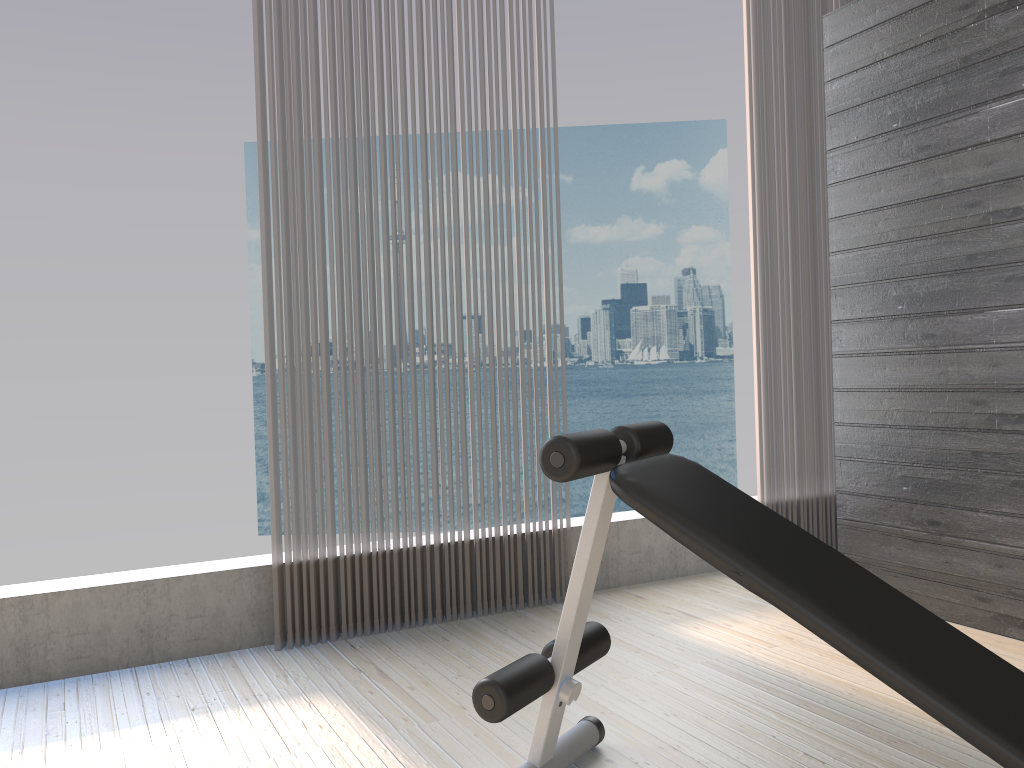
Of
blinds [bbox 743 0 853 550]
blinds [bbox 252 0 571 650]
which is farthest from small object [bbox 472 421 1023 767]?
blinds [bbox 743 0 853 550]

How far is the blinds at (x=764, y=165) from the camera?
3.8m

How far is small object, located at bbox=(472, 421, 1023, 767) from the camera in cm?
130

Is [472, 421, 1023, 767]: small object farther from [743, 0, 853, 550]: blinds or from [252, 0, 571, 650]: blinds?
[743, 0, 853, 550]: blinds

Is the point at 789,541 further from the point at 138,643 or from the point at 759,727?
the point at 138,643

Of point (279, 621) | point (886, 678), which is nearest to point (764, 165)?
point (279, 621)

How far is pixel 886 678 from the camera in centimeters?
130cm

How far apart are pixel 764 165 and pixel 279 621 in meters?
2.6

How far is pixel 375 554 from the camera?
3.0m

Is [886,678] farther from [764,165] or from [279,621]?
[764,165]
